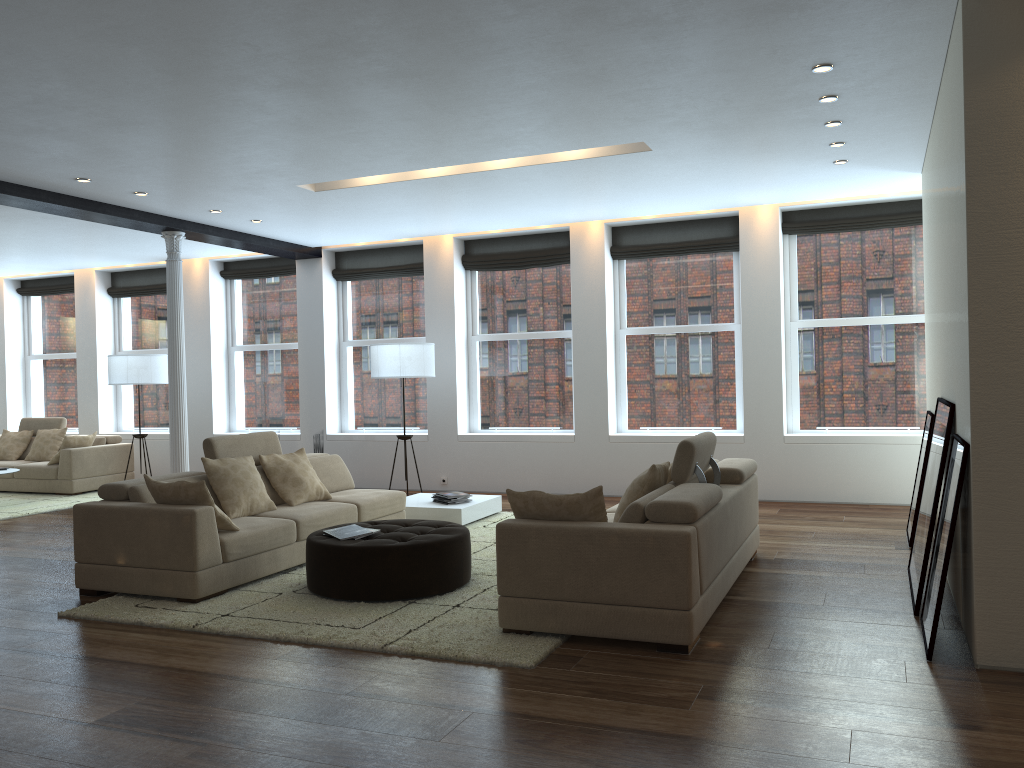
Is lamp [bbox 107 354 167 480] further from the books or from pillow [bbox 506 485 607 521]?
pillow [bbox 506 485 607 521]

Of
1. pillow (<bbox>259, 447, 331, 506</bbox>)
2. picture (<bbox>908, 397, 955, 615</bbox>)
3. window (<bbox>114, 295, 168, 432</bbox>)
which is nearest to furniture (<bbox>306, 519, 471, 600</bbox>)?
pillow (<bbox>259, 447, 331, 506</bbox>)

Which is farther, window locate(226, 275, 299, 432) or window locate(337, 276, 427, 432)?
window locate(226, 275, 299, 432)

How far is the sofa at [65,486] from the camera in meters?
10.9

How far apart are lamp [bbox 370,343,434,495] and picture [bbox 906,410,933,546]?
4.9 meters

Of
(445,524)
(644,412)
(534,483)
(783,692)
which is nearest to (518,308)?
(644,412)

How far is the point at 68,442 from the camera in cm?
1091

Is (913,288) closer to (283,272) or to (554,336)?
(554,336)

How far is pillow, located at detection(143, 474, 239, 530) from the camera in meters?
5.4

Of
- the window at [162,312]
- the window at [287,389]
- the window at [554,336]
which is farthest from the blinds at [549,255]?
the window at [162,312]
